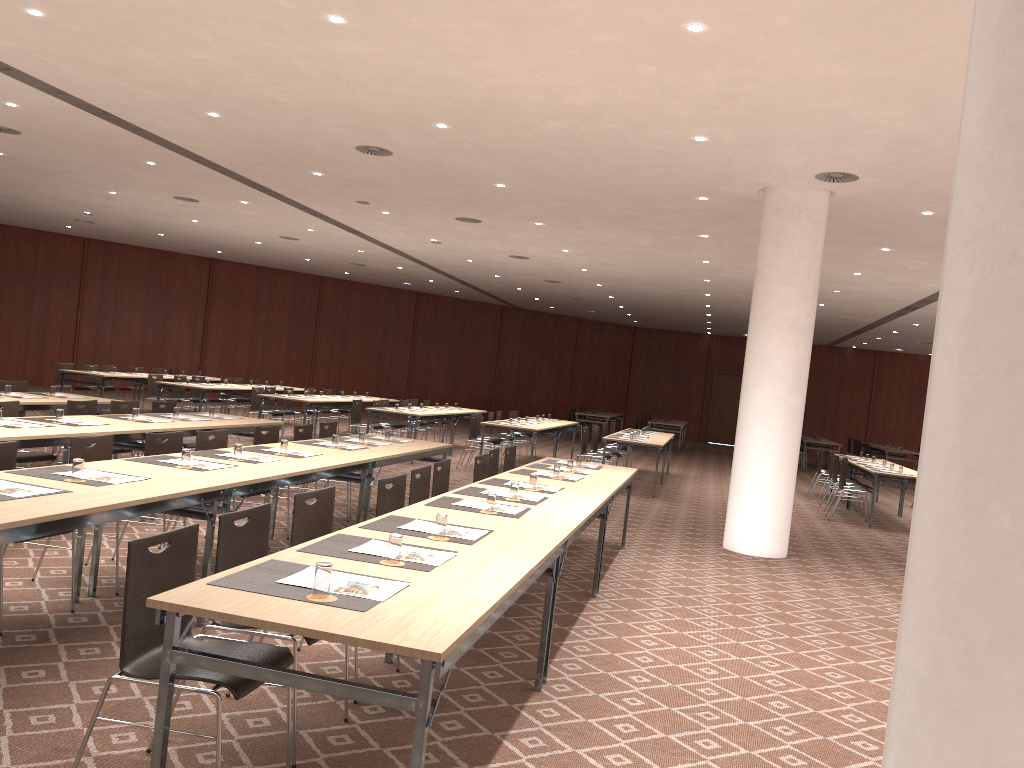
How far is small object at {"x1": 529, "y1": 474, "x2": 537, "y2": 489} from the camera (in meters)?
6.39

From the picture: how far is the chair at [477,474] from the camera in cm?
758

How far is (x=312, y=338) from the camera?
26.8 meters

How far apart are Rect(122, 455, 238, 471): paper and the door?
28.67m

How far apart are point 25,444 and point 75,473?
2.02m

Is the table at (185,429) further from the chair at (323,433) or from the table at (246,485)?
the table at (246,485)

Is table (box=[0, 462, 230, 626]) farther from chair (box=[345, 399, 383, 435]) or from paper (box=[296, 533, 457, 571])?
chair (box=[345, 399, 383, 435])

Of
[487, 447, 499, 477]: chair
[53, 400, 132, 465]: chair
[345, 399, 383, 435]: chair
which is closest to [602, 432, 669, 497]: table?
[345, 399, 383, 435]: chair

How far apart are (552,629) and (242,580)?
2.2m

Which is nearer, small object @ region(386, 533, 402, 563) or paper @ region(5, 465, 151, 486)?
small object @ region(386, 533, 402, 563)
